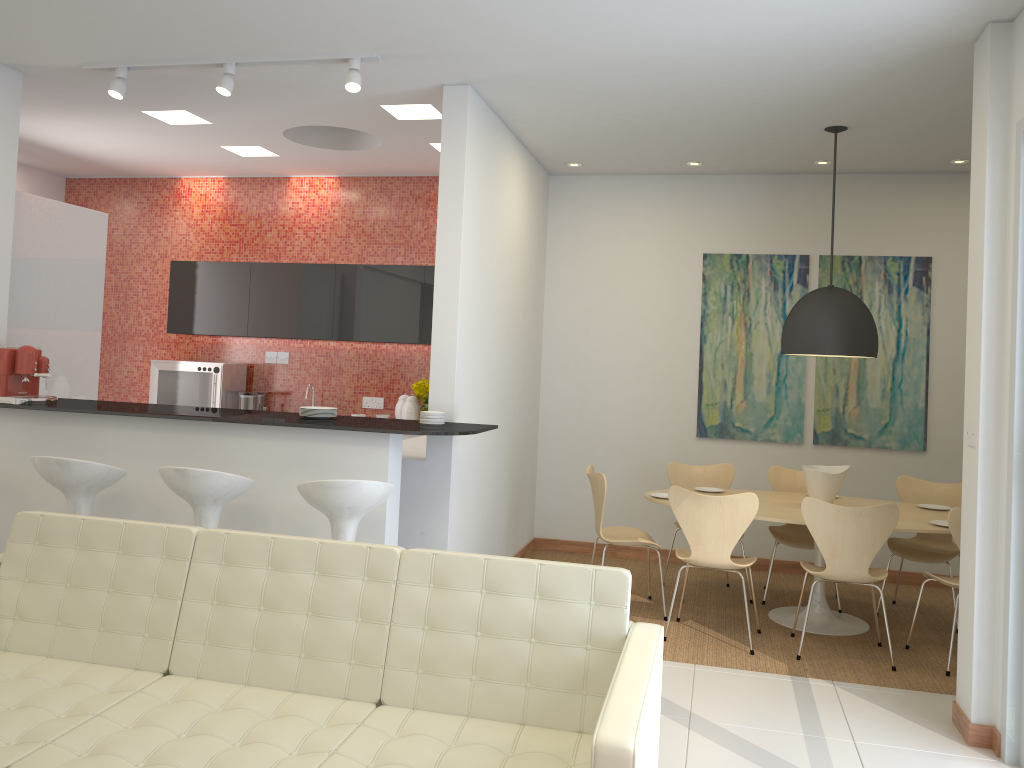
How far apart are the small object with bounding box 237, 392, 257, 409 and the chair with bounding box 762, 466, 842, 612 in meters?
4.4

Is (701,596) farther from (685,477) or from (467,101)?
(467,101)

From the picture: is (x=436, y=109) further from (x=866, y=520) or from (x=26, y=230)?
(x=866, y=520)

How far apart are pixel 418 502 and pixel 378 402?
2.8m

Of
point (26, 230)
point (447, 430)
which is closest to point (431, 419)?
point (447, 430)

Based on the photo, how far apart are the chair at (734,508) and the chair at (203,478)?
2.39m

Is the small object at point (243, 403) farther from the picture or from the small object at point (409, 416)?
the picture

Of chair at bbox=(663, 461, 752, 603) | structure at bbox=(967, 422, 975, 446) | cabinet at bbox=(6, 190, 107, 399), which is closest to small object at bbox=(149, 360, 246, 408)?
cabinet at bbox=(6, 190, 107, 399)

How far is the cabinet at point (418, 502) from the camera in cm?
519

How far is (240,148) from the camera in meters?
7.1 m
